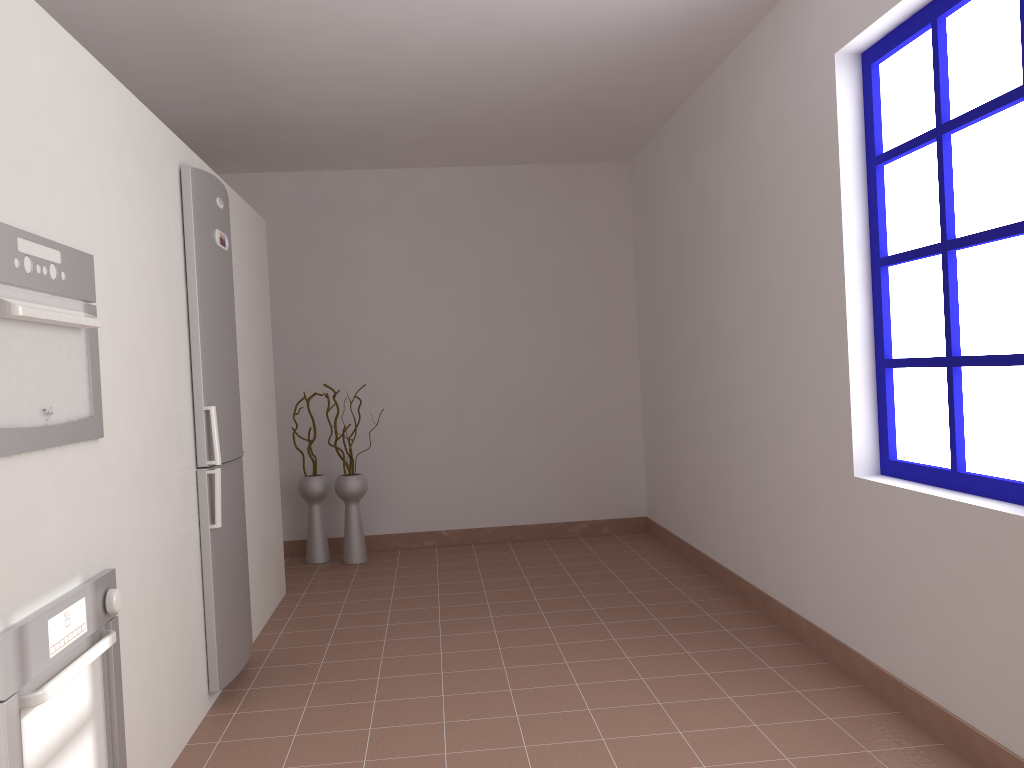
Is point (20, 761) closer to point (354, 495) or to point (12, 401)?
point (12, 401)

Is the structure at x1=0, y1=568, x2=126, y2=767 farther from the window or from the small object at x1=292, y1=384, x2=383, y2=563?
the small object at x1=292, y1=384, x2=383, y2=563

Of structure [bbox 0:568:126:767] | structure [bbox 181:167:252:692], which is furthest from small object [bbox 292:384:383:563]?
structure [bbox 0:568:126:767]

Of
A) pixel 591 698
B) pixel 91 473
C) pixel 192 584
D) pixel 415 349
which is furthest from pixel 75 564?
pixel 415 349

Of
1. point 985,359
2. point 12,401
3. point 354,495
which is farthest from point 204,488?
point 985,359

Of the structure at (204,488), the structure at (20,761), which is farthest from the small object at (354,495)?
the structure at (20,761)

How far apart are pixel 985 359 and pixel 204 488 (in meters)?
2.50

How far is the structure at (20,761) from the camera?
1.7 meters

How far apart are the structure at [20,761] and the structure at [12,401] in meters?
0.3

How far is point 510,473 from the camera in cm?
592
